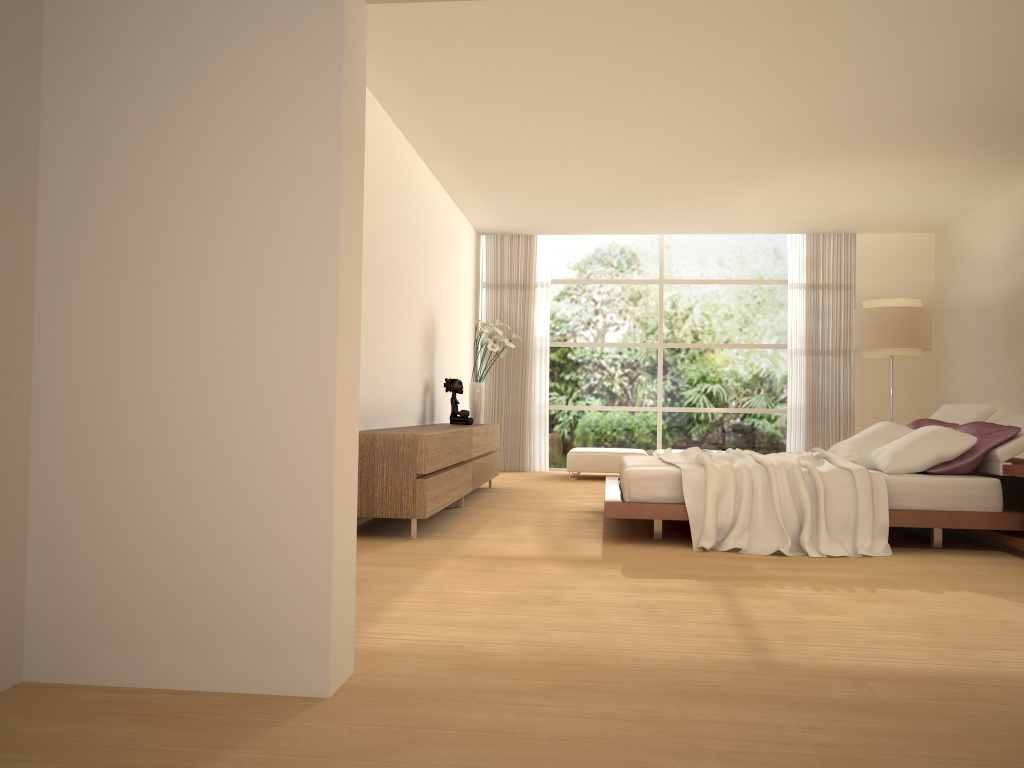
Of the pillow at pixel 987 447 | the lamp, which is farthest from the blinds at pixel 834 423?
the pillow at pixel 987 447

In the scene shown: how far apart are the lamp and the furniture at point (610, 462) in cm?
262

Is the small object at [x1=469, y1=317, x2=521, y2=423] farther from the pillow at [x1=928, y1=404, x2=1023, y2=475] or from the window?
the pillow at [x1=928, y1=404, x2=1023, y2=475]

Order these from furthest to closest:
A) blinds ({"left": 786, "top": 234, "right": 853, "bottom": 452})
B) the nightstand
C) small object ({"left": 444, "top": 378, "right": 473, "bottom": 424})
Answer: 1. blinds ({"left": 786, "top": 234, "right": 853, "bottom": 452})
2. small object ({"left": 444, "top": 378, "right": 473, "bottom": 424})
3. the nightstand

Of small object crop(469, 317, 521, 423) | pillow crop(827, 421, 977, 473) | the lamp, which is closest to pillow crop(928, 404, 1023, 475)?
pillow crop(827, 421, 977, 473)

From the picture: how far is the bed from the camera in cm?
531

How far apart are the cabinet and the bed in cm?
113

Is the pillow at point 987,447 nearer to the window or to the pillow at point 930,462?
the pillow at point 930,462

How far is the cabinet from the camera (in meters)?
5.57

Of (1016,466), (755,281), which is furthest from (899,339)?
(1016,466)
